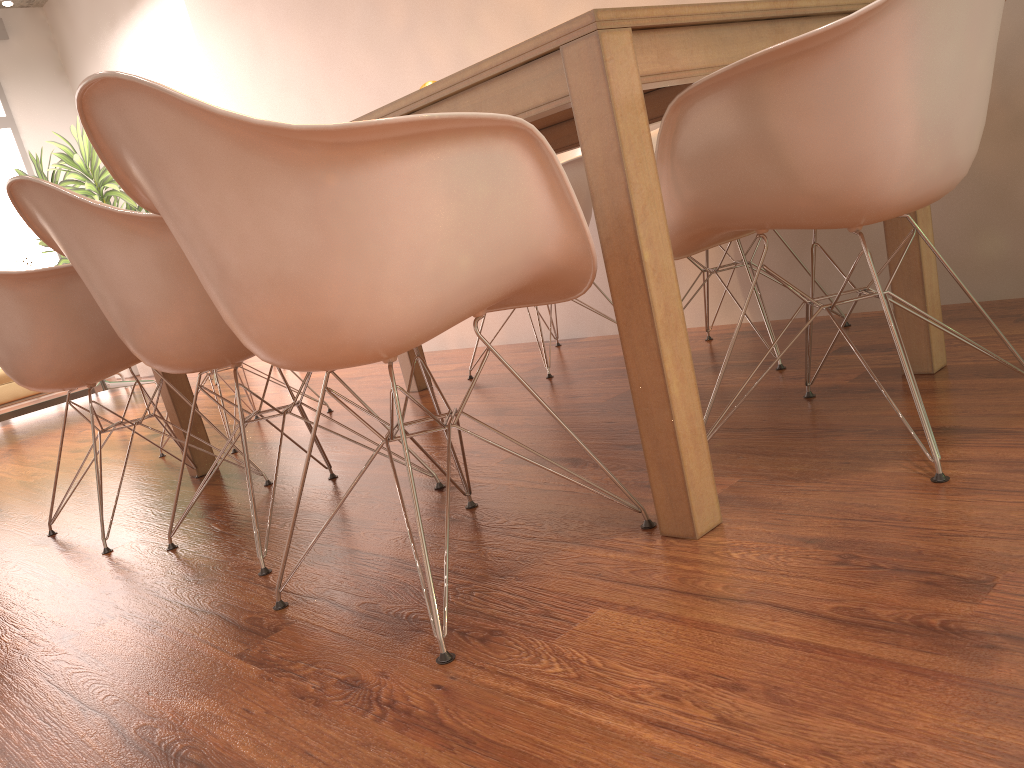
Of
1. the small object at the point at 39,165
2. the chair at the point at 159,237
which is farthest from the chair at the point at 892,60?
the small object at the point at 39,165

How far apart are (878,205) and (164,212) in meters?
1.1 m

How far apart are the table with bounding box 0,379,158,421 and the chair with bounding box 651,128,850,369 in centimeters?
457cm

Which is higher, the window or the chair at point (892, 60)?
the window

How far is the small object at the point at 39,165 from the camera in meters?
7.8

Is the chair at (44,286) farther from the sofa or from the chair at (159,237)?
the sofa

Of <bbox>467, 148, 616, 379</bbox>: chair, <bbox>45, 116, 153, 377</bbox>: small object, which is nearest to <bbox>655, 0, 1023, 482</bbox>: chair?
<bbox>467, 148, 616, 379</bbox>: chair

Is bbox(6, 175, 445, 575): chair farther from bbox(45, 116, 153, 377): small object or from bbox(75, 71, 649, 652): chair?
bbox(45, 116, 153, 377): small object

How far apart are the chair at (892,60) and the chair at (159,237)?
0.8 meters

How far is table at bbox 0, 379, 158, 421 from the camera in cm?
573
